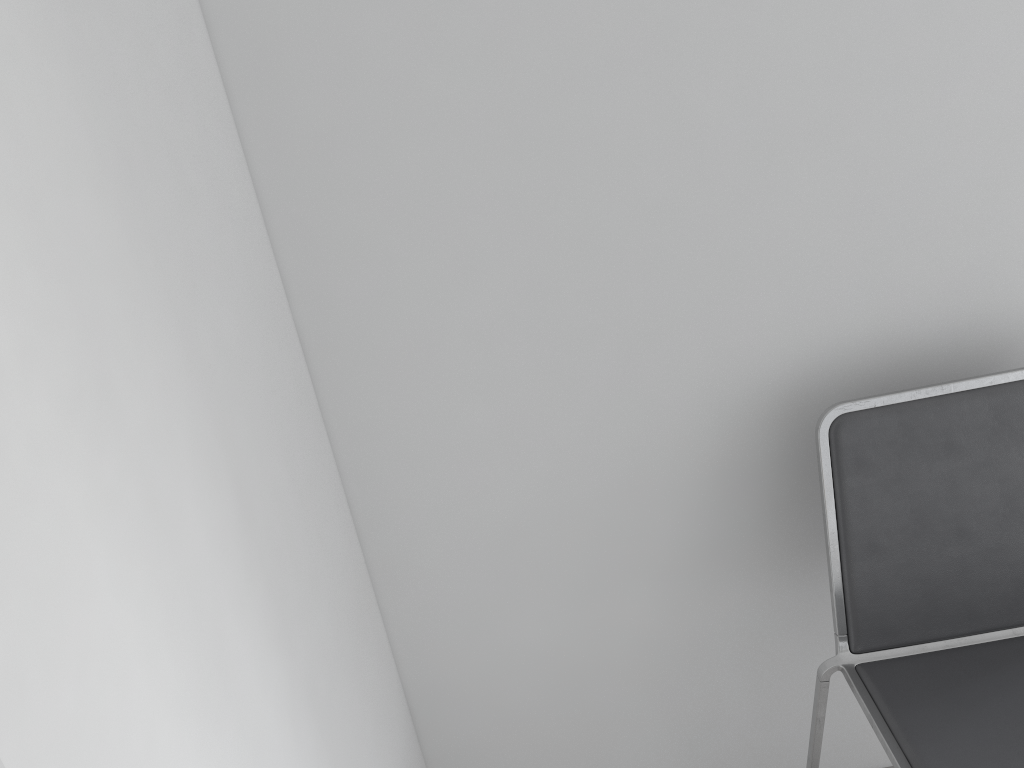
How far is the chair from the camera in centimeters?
114cm

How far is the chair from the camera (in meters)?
1.14

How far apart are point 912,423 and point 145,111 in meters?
1.0 m
